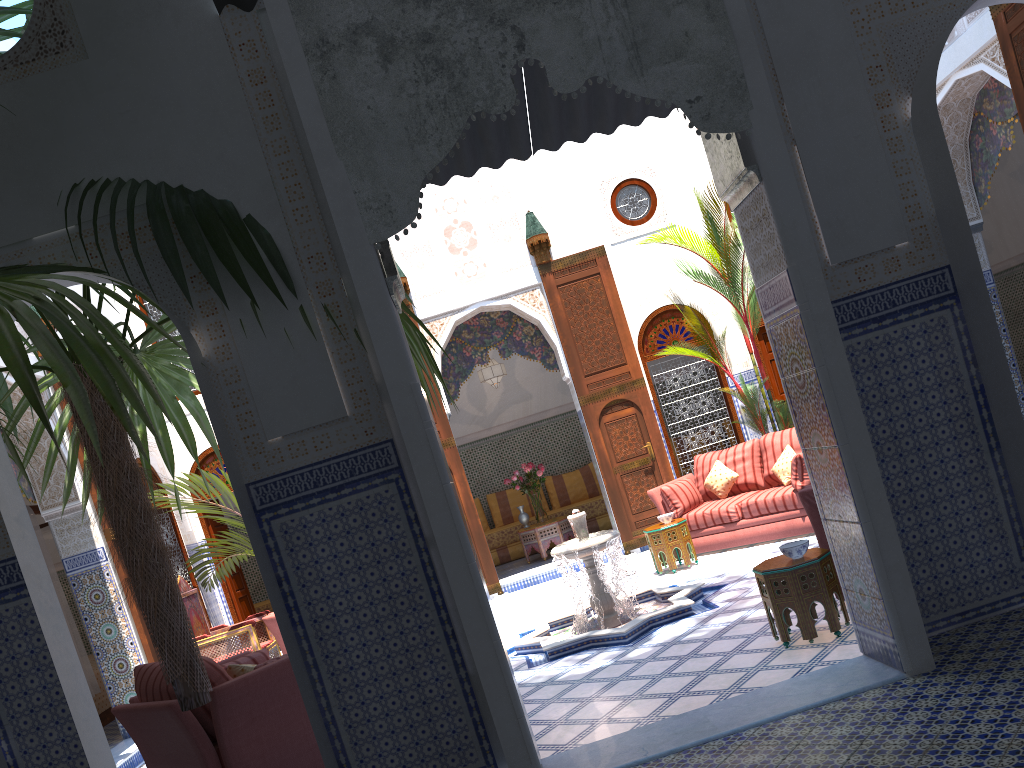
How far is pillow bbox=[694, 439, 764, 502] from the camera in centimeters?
626cm

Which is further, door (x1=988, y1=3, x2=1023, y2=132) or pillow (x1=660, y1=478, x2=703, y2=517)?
pillow (x1=660, y1=478, x2=703, y2=517)

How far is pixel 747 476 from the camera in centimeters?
626cm

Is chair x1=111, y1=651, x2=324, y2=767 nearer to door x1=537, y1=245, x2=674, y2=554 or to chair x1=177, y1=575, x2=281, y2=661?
chair x1=177, y1=575, x2=281, y2=661

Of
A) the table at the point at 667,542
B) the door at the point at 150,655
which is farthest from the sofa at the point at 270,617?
the table at the point at 667,542

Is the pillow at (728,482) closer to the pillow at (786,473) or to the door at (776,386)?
the pillow at (786,473)

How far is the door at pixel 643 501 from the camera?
7.3m

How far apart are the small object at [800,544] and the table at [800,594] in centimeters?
2cm

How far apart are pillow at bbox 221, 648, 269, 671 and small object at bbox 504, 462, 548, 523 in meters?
4.3 m

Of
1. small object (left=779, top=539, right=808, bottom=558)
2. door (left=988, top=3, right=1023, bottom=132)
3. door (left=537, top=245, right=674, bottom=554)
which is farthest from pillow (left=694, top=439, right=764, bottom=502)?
small object (left=779, top=539, right=808, bottom=558)
